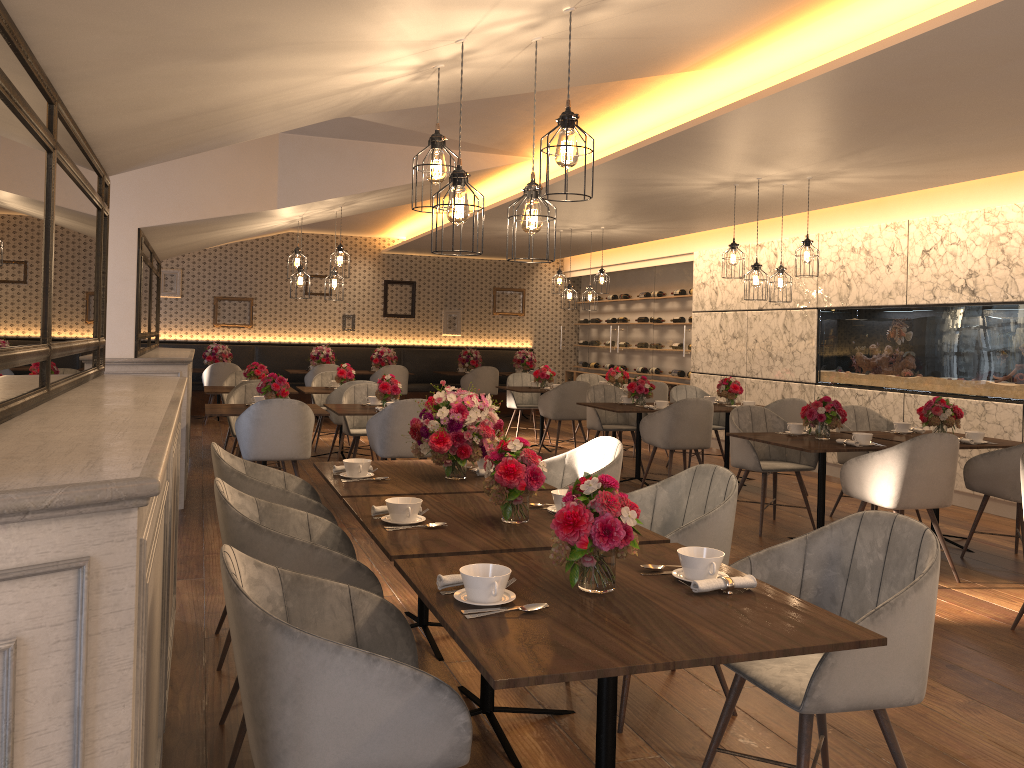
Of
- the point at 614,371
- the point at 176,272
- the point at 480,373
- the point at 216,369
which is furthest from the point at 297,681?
the point at 176,272

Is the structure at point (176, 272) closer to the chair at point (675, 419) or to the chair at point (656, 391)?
the chair at point (656, 391)

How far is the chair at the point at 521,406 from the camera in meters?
11.0 m

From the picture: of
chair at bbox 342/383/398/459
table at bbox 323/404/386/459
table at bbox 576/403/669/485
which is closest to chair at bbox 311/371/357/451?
chair at bbox 342/383/398/459

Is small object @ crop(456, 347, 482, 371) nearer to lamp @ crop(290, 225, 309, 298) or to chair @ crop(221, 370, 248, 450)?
chair @ crop(221, 370, 248, 450)

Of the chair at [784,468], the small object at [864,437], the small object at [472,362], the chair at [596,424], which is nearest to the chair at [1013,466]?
the small object at [864,437]

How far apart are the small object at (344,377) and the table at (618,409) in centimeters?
284cm

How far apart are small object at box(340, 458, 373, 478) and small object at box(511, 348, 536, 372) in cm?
1048

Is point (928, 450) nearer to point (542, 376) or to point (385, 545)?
point (385, 545)

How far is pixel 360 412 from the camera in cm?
690
